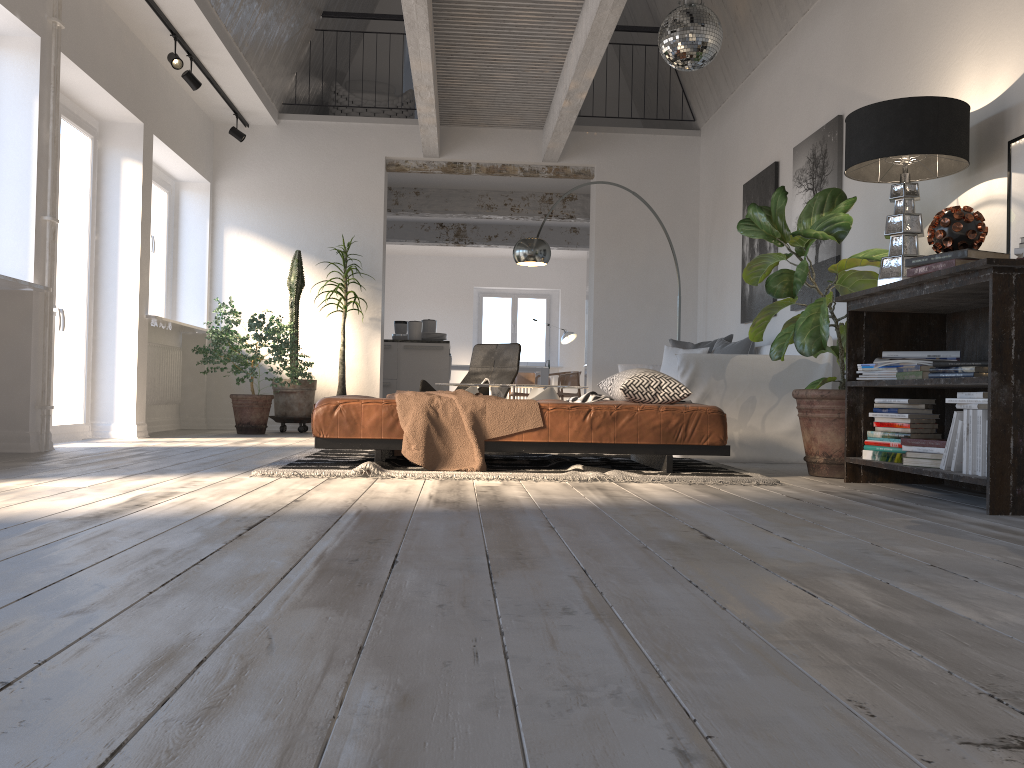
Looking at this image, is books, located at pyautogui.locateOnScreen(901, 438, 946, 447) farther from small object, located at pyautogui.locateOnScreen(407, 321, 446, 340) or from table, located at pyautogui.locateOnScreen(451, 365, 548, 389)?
table, located at pyautogui.locateOnScreen(451, 365, 548, 389)

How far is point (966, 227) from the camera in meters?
3.4

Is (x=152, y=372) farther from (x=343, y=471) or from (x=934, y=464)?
(x=934, y=464)

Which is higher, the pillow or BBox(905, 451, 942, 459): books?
the pillow

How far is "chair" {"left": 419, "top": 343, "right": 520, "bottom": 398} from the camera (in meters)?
7.60

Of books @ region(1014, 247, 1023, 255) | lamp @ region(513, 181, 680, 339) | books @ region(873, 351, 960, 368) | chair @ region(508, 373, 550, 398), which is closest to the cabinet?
lamp @ region(513, 181, 680, 339)

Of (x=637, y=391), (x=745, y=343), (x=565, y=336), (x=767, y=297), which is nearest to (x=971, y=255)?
(x=637, y=391)

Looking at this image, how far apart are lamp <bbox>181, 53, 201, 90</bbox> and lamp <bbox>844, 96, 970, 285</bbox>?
5.0m

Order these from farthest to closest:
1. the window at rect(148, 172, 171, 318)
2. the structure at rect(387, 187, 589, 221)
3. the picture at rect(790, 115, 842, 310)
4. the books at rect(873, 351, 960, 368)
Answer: the structure at rect(387, 187, 589, 221) → the window at rect(148, 172, 171, 318) → the picture at rect(790, 115, 842, 310) → the books at rect(873, 351, 960, 368)

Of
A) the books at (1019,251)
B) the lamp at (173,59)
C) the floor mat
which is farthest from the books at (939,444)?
the lamp at (173,59)
